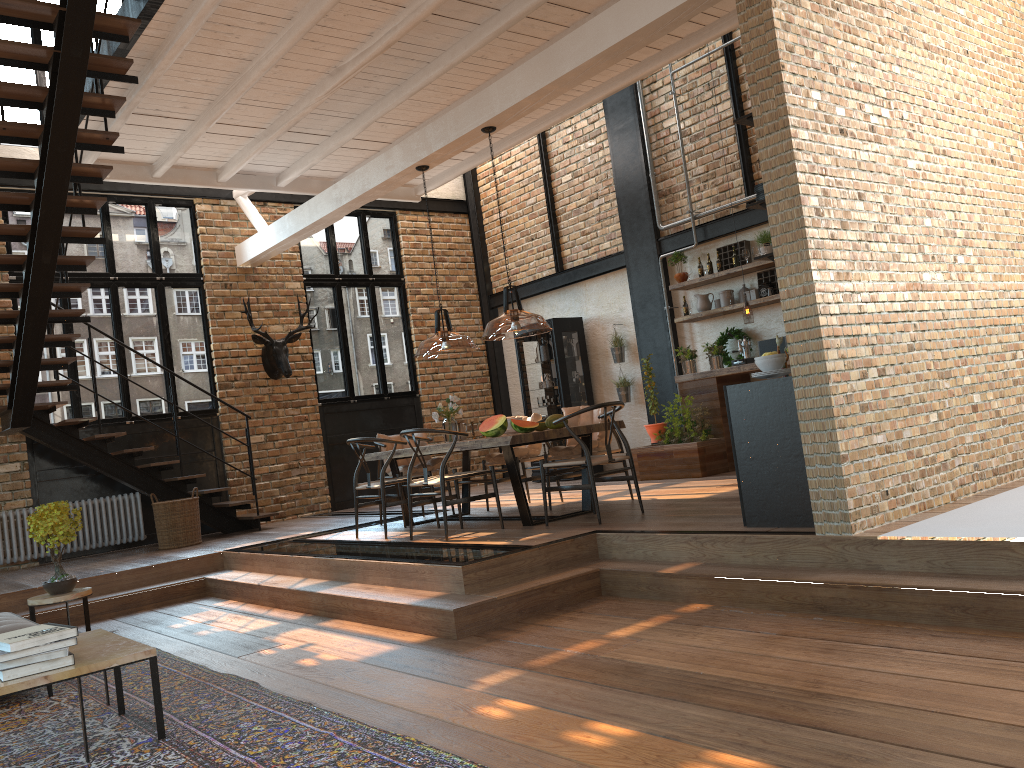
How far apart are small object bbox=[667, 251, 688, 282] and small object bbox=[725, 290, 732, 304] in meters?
0.7

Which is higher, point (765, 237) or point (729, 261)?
point (765, 237)

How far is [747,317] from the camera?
8.86m

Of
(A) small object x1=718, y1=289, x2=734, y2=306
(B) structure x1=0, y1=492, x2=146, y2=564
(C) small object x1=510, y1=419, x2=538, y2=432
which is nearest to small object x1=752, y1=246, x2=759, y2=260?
(A) small object x1=718, y1=289, x2=734, y2=306

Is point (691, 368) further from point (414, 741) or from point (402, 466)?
point (414, 741)

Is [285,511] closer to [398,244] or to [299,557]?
[398,244]

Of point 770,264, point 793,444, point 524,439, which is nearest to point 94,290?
point 524,439

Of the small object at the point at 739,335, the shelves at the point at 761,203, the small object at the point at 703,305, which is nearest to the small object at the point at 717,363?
the small object at the point at 739,335

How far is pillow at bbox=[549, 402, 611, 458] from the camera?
7.6 meters

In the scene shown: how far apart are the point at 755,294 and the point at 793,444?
5.0m
